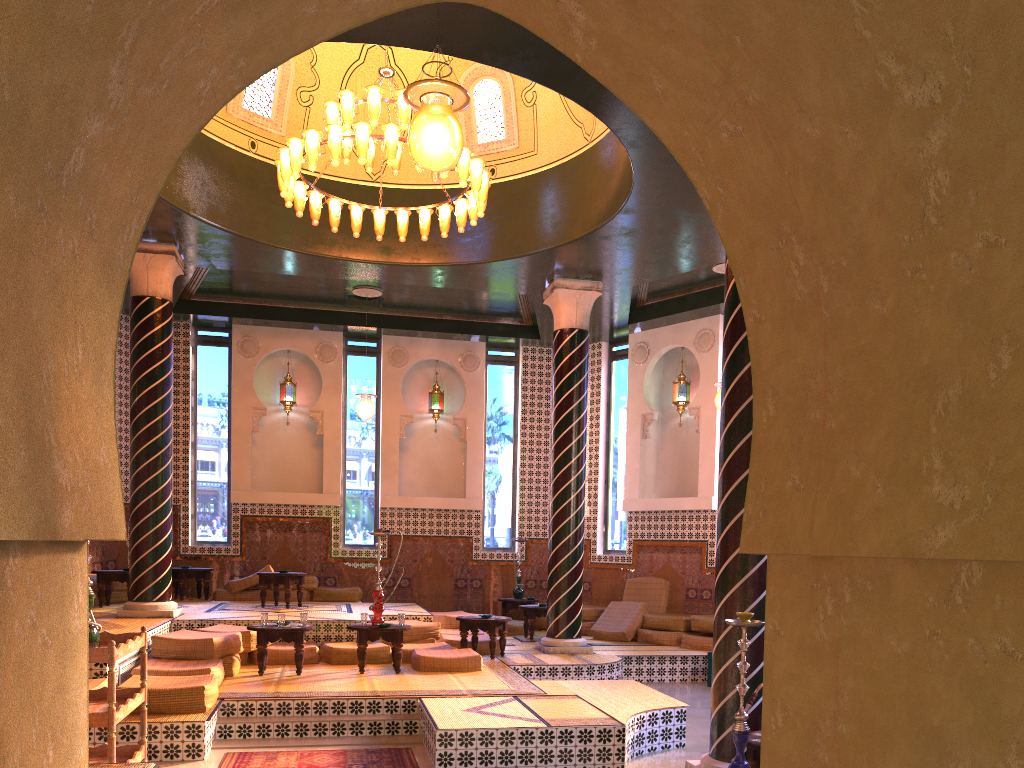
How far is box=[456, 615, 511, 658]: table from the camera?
12.1 meters

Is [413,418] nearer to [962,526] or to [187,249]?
[187,249]

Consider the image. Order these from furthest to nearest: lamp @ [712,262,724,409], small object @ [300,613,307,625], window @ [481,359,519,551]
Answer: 1. window @ [481,359,519,551]
2. lamp @ [712,262,724,409]
3. small object @ [300,613,307,625]

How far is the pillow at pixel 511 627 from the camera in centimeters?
1555cm

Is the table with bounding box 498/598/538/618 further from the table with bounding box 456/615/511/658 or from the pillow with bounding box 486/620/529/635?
the table with bounding box 456/615/511/658

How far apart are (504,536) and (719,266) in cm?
723

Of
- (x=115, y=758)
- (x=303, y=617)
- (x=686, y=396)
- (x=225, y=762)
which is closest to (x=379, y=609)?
(x=303, y=617)

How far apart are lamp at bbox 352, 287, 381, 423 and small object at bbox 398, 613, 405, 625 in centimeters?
525cm

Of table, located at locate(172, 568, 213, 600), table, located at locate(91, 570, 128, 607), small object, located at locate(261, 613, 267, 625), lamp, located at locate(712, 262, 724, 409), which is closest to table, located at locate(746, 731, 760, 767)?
small object, located at locate(261, 613, 267, 625)

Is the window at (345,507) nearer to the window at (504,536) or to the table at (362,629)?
the window at (504,536)
